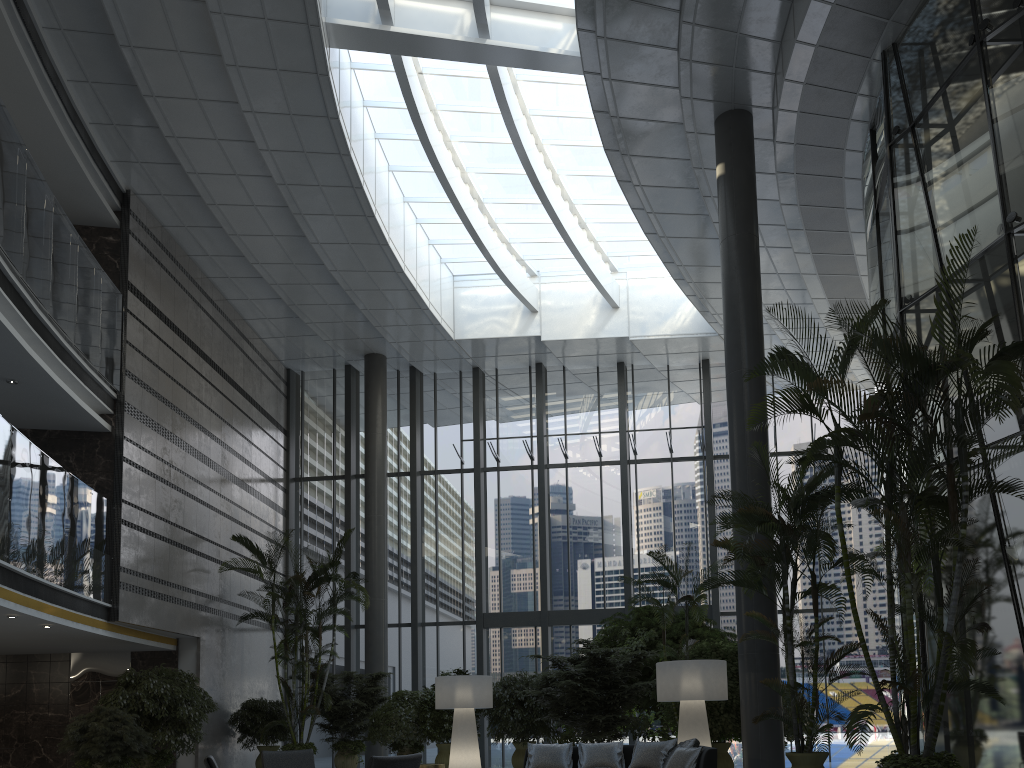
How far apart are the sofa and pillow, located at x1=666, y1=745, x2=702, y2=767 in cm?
7

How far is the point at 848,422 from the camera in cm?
1817

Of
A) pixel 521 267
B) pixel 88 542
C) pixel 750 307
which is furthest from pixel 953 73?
pixel 88 542

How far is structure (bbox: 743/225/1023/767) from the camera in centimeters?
604cm

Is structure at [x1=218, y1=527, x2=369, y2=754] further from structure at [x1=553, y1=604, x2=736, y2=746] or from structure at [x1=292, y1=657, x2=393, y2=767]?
structure at [x1=553, y1=604, x2=736, y2=746]

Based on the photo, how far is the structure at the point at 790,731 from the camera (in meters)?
10.64

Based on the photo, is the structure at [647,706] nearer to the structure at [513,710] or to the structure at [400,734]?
the structure at [513,710]

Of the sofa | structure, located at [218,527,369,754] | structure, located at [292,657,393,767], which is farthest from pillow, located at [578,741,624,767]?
structure, located at [292,657,393,767]

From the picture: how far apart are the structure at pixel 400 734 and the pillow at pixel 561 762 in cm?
510

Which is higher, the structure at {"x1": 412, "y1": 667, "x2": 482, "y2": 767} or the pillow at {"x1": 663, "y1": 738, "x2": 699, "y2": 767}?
the structure at {"x1": 412, "y1": 667, "x2": 482, "y2": 767}
